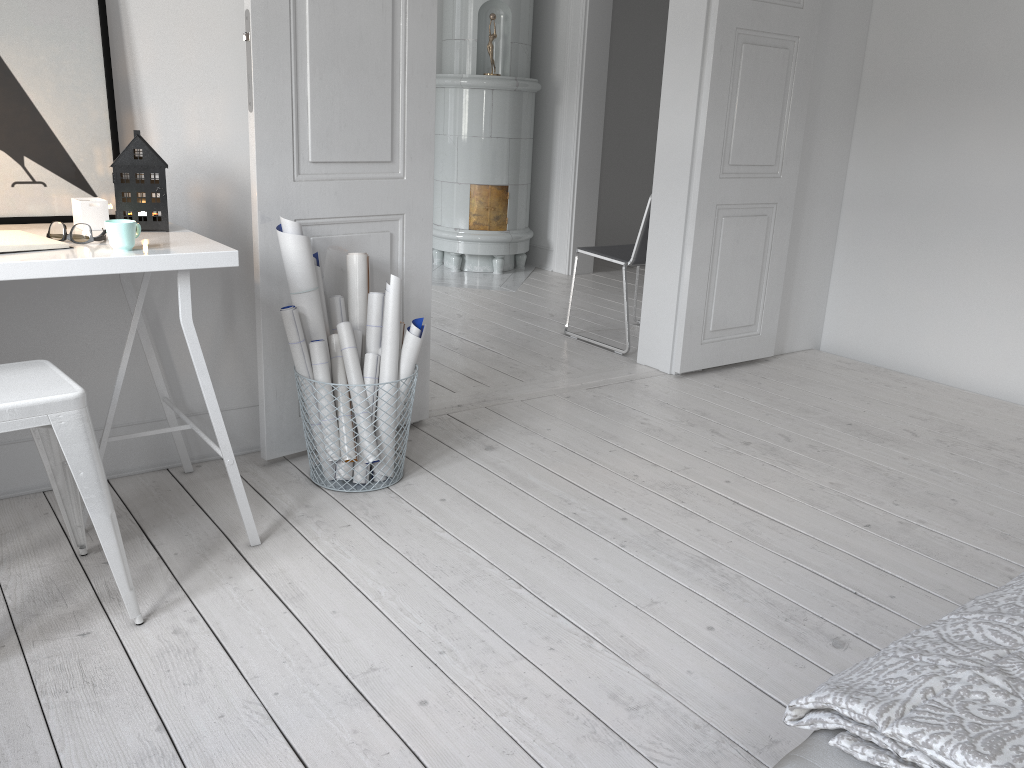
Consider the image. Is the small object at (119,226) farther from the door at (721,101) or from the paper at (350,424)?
the door at (721,101)

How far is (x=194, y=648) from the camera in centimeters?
187cm

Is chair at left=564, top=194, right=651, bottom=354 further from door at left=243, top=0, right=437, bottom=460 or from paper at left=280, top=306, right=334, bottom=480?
paper at left=280, top=306, right=334, bottom=480

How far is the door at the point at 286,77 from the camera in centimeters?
253cm

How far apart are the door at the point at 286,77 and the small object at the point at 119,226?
0.62m

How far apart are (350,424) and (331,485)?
0.2m

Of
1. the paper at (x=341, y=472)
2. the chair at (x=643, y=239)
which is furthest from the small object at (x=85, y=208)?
the chair at (x=643, y=239)

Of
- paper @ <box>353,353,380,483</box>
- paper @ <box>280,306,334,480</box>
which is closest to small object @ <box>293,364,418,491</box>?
paper @ <box>353,353,380,483</box>

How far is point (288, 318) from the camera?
2.5 meters

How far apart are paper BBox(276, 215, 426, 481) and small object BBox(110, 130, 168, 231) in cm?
33
